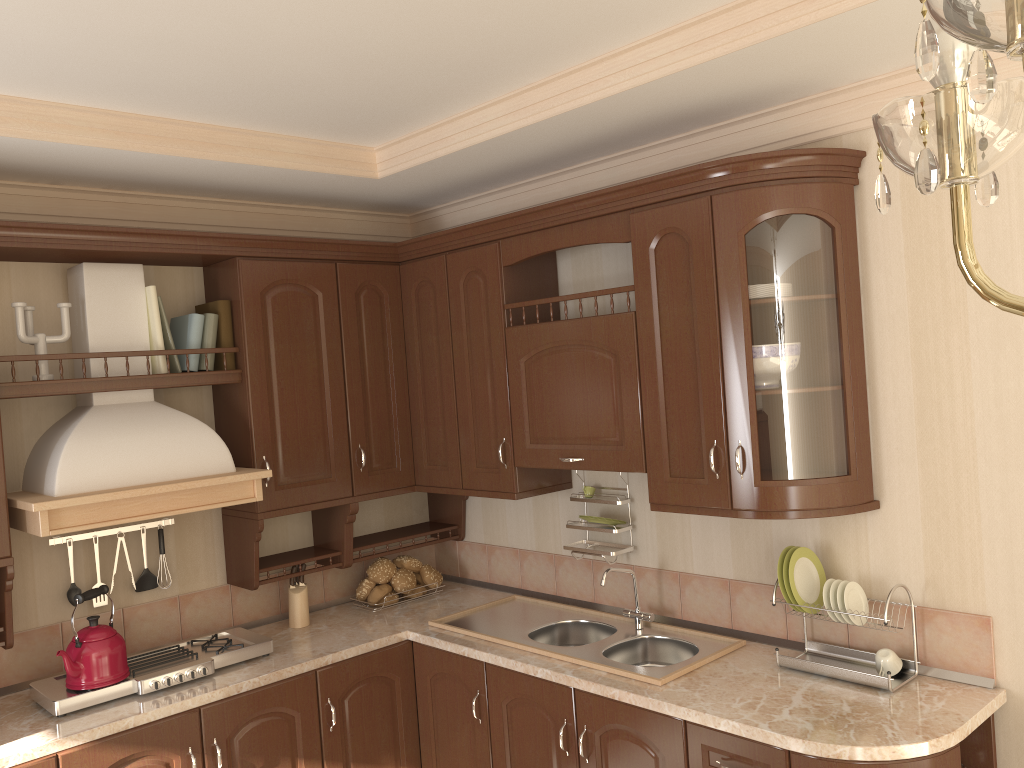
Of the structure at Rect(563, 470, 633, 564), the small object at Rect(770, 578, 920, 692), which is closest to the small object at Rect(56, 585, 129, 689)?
the structure at Rect(563, 470, 633, 564)

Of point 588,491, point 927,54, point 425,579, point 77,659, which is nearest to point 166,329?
point 77,659

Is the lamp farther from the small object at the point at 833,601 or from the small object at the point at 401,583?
the small object at the point at 401,583

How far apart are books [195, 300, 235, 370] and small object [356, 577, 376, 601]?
1.0 meters

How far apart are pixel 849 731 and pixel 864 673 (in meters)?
0.30

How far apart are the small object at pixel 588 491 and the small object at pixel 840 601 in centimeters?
103cm

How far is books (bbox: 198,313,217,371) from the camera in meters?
3.2 m

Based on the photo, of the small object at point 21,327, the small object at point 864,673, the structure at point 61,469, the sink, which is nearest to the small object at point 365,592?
the sink

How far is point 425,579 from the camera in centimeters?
372cm

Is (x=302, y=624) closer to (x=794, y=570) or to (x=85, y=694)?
(x=85, y=694)
